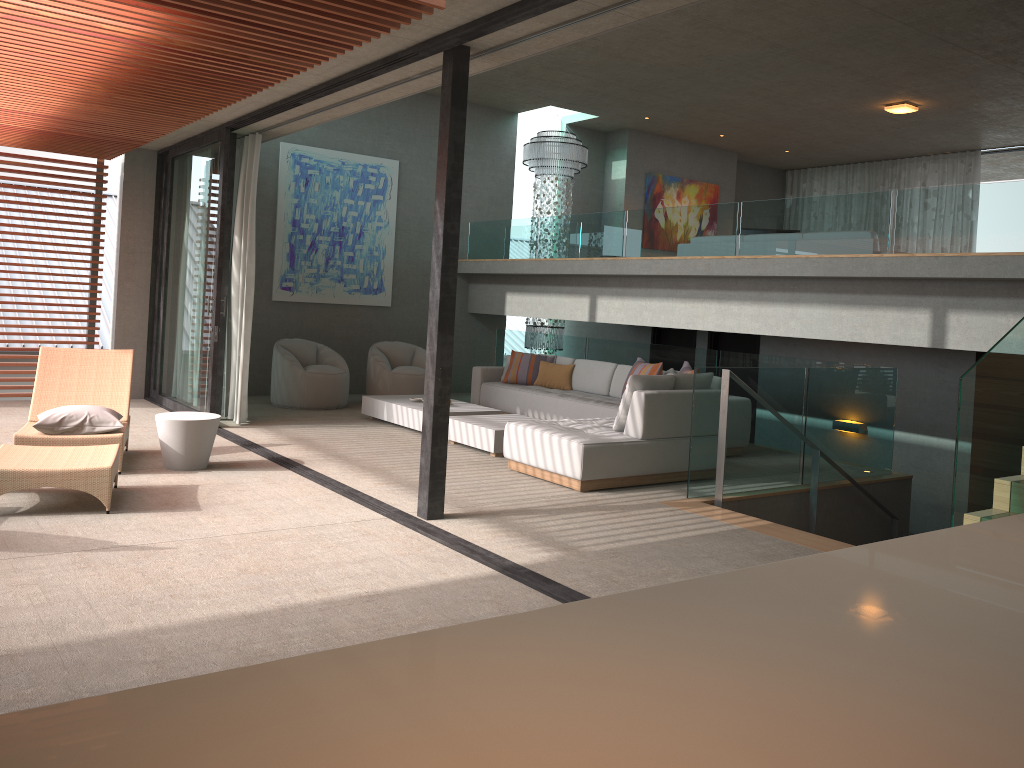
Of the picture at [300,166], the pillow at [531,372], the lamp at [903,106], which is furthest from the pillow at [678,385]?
the lamp at [903,106]

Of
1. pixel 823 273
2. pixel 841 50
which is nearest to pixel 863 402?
pixel 823 273

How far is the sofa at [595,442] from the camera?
6.6m

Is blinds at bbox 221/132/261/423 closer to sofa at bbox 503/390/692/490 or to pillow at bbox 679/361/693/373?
sofa at bbox 503/390/692/490

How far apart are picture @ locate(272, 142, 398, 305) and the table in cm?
479

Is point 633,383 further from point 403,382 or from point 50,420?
point 403,382

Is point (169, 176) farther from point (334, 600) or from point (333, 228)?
point (334, 600)

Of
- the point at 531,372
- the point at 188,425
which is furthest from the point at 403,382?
the point at 188,425

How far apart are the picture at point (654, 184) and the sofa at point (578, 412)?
4.8 meters

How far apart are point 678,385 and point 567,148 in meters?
6.6
